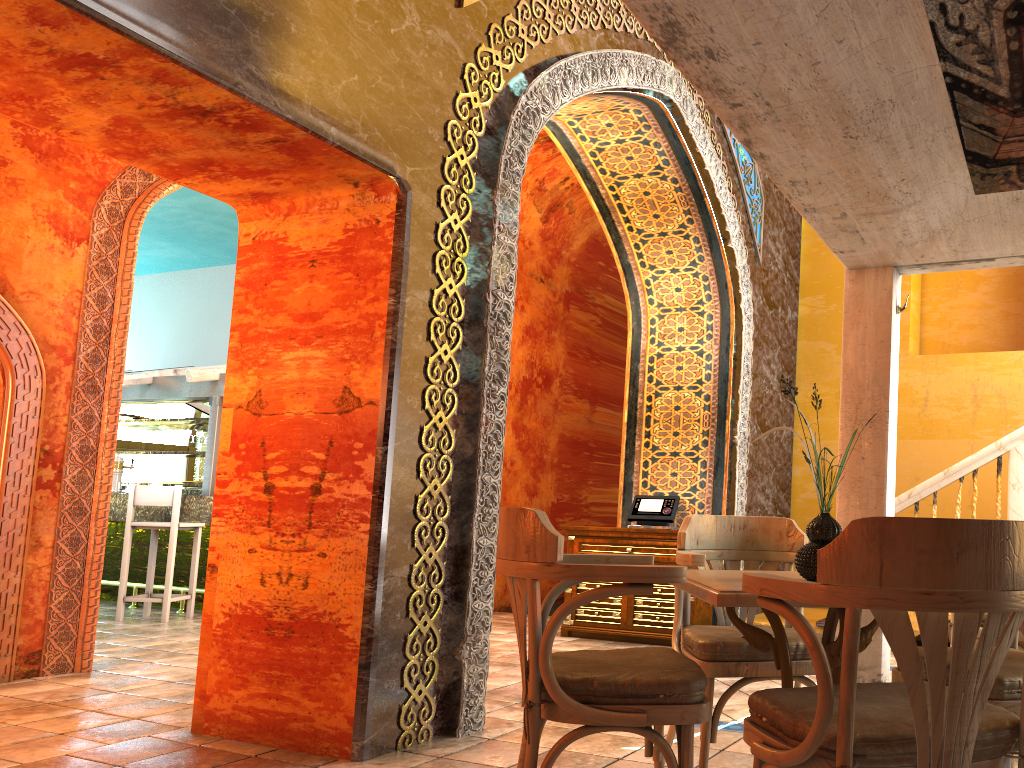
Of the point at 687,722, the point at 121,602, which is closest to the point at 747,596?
the point at 687,722

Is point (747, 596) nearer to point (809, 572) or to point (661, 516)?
point (809, 572)

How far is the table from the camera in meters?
2.4

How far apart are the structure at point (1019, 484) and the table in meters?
→ 4.7 m

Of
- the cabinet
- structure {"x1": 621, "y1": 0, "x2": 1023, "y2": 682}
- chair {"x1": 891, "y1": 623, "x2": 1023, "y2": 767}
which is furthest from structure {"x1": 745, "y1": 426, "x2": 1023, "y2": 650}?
chair {"x1": 891, "y1": 623, "x2": 1023, "y2": 767}

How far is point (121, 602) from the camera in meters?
9.0 m

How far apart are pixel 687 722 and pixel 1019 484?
5.6 meters

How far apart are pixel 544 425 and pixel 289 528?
6.7m

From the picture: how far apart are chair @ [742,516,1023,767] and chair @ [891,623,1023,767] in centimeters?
35cm

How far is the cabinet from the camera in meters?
7.5
